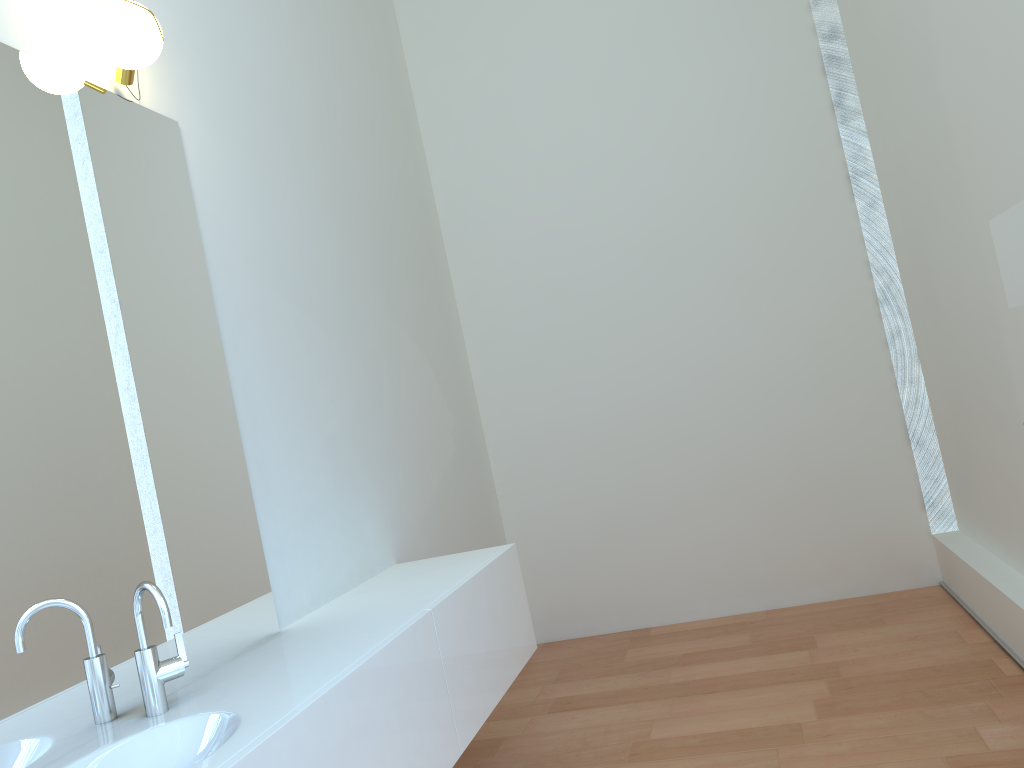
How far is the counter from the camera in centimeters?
162cm

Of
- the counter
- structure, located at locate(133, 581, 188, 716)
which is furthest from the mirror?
structure, located at locate(133, 581, 188, 716)

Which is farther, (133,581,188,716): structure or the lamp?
the lamp

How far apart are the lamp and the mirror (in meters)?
1.87

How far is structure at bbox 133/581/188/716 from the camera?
1.7m

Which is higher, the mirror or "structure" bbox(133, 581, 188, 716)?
the mirror

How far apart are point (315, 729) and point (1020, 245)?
1.5 meters

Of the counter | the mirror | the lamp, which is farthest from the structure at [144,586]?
the mirror

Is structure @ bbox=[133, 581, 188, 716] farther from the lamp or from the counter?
the lamp

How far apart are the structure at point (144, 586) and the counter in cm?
1
